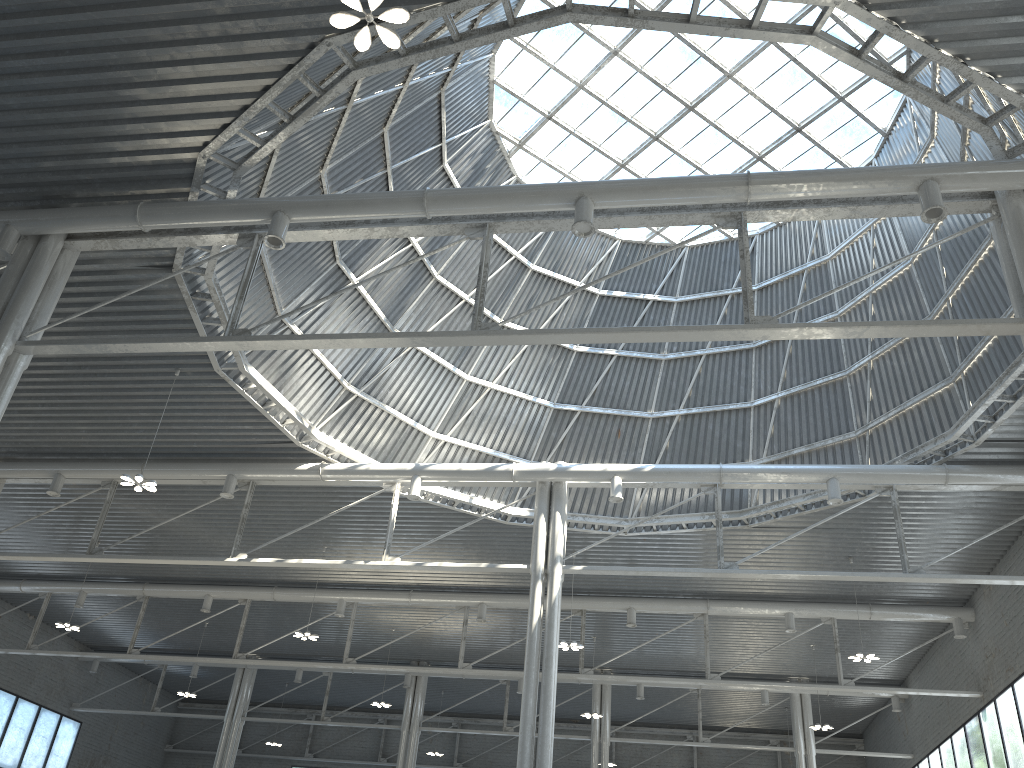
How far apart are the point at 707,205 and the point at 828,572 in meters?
13.8 m

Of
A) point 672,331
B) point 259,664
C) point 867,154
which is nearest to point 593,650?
point 259,664
